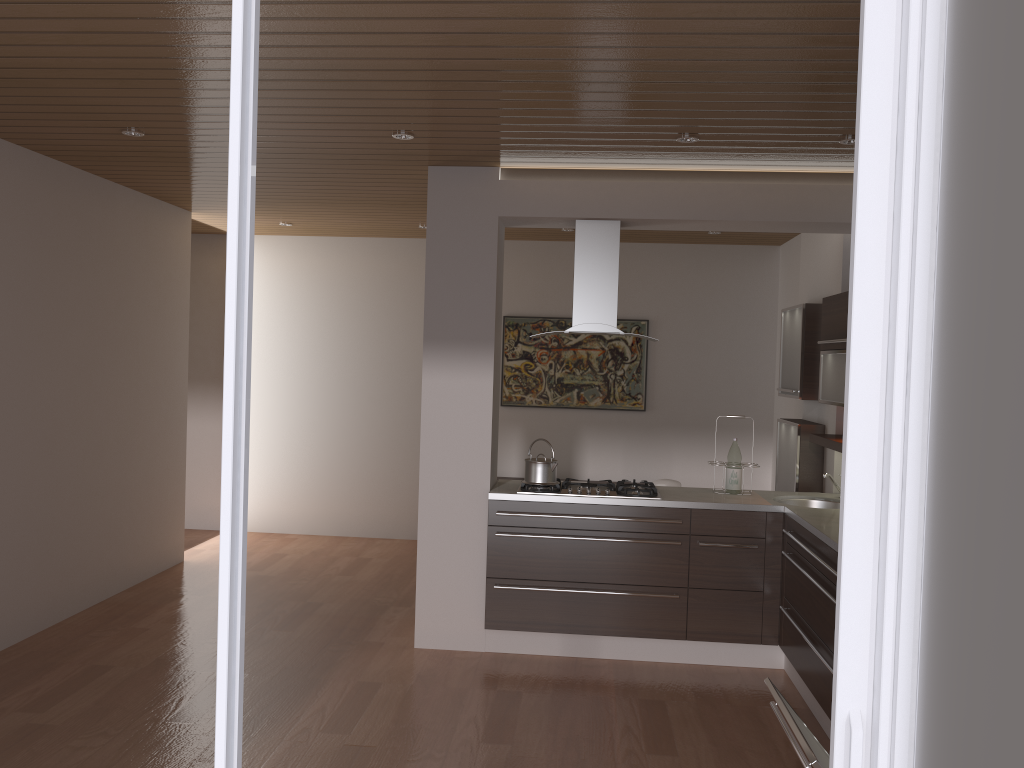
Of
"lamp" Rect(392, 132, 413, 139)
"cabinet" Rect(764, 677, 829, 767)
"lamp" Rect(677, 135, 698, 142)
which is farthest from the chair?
"cabinet" Rect(764, 677, 829, 767)

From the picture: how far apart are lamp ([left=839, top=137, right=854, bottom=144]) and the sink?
2.0m

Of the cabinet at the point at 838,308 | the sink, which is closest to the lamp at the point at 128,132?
A: the cabinet at the point at 838,308

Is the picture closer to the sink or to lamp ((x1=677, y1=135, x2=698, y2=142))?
the sink

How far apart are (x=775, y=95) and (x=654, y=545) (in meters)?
2.42

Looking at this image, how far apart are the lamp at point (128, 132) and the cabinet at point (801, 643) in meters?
2.6

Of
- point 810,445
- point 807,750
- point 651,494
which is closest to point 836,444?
point 810,445

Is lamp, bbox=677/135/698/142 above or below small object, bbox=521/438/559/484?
above

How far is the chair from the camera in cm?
607

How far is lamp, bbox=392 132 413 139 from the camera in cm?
427
